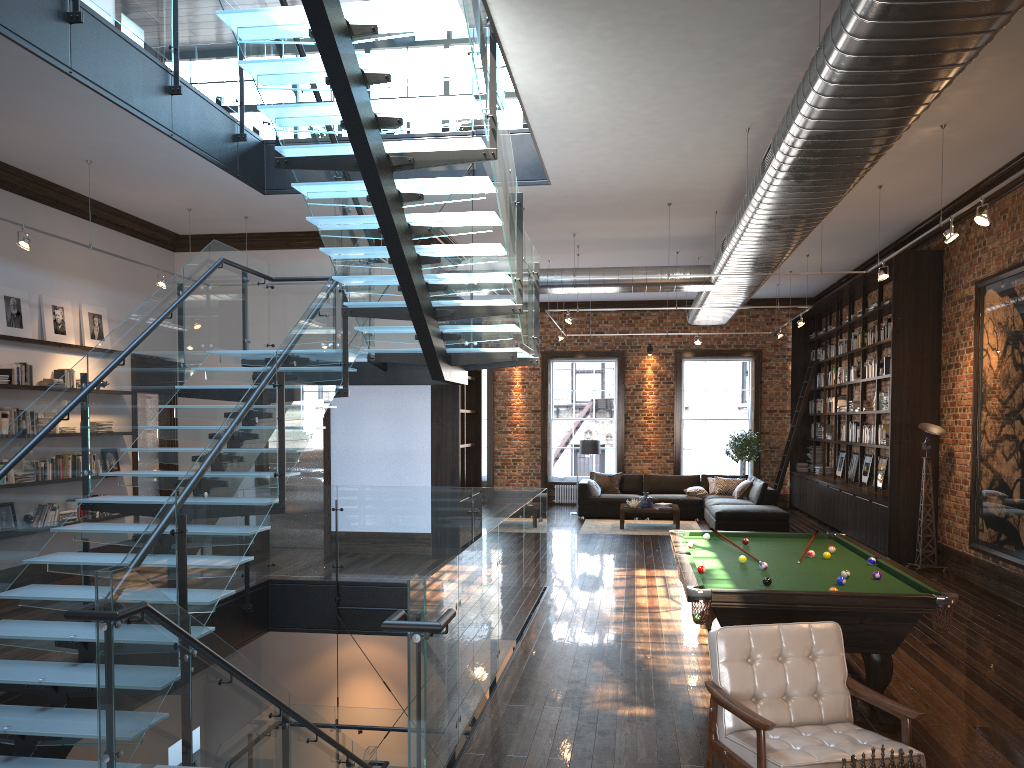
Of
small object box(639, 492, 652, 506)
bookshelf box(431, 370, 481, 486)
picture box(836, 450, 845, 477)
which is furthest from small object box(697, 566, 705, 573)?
picture box(836, 450, 845, 477)

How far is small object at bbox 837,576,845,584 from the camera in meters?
5.6 m

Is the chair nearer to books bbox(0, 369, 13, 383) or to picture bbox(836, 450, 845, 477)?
books bbox(0, 369, 13, 383)

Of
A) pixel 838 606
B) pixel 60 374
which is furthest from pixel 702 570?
pixel 60 374

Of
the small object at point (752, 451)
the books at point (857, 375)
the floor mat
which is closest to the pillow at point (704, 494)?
the floor mat

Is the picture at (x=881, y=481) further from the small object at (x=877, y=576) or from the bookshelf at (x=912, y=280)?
the small object at (x=877, y=576)

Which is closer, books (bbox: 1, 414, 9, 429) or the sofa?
books (bbox: 1, 414, 9, 429)

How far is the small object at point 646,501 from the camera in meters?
15.3

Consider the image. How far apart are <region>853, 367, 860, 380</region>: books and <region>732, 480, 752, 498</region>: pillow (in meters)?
2.69

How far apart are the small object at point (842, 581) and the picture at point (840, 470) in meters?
11.4
